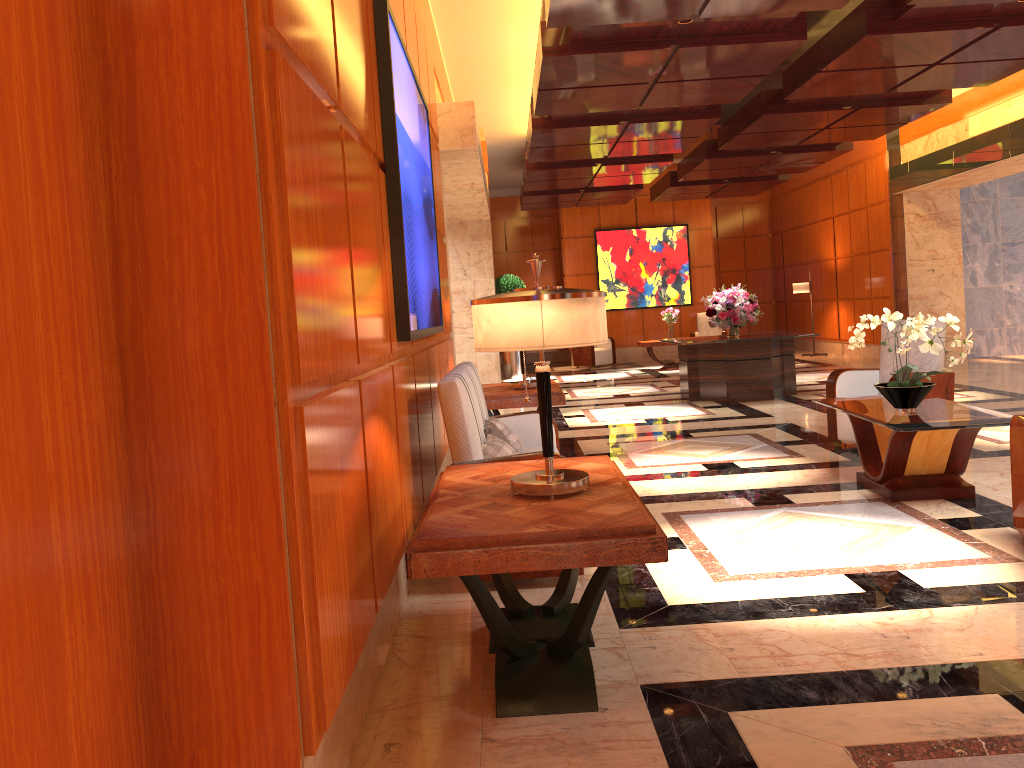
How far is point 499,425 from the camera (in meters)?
5.11

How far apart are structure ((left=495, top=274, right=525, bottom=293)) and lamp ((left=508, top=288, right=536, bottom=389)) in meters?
9.3 m

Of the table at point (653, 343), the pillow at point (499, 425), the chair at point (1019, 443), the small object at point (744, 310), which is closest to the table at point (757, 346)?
the small object at point (744, 310)

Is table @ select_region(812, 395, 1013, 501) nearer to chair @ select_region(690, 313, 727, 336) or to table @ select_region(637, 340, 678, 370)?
table @ select_region(637, 340, 678, 370)

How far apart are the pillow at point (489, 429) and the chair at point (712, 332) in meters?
14.1

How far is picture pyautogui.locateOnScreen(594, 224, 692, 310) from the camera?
18.7m

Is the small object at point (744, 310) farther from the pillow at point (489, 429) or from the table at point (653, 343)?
the pillow at point (489, 429)

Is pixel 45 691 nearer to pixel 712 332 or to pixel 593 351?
pixel 593 351

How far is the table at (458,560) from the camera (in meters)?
2.46

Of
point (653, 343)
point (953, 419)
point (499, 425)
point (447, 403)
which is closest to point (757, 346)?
point (653, 343)
